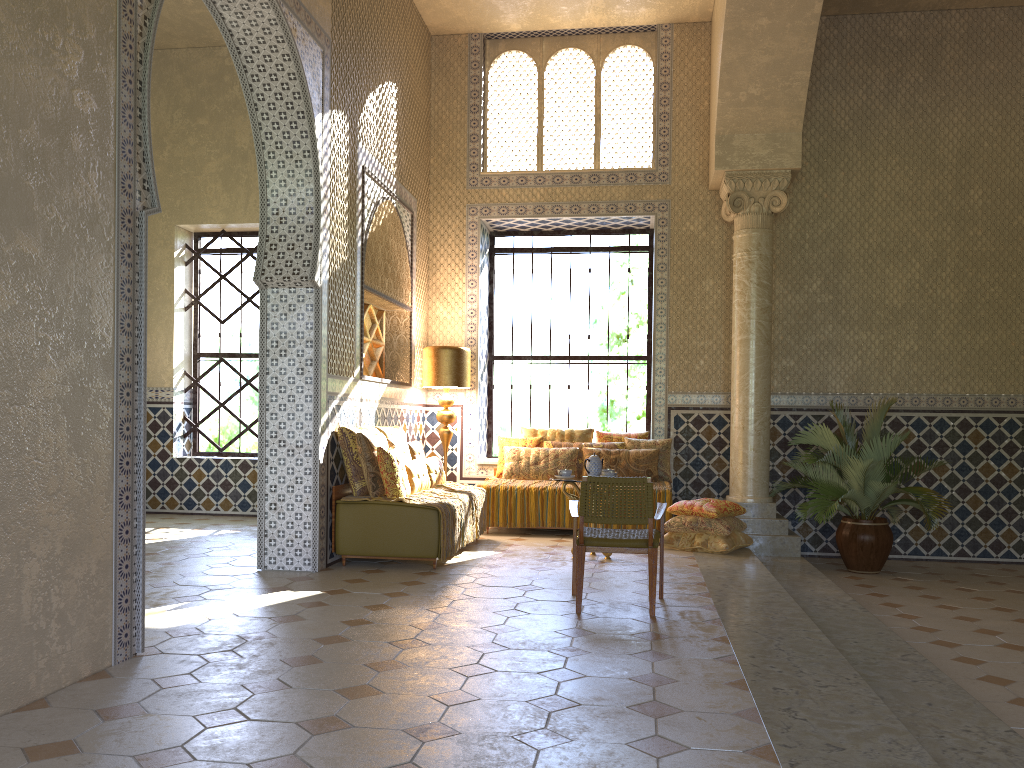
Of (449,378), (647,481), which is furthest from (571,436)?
(647,481)

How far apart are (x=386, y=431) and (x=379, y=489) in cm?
153

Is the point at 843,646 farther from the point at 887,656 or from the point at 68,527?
the point at 68,527

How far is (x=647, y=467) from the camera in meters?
13.3 m

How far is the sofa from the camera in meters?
9.8 m

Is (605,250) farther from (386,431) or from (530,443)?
(386,431)

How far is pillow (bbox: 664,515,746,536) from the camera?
11.4m

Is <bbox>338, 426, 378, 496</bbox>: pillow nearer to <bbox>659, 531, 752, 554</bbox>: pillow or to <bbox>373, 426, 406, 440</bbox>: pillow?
<bbox>373, 426, 406, 440</bbox>: pillow

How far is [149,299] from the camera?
15.4m

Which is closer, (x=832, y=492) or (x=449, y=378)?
(x=832, y=492)
